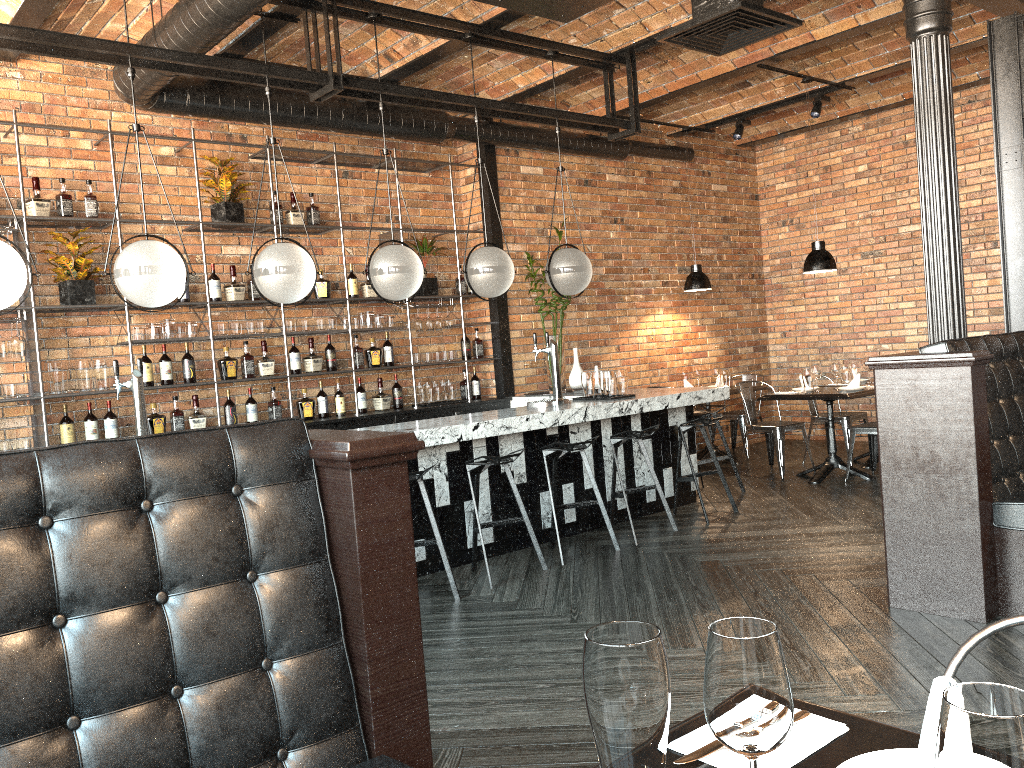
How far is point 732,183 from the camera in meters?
10.3

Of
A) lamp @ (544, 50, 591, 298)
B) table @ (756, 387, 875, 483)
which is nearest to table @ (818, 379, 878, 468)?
table @ (756, 387, 875, 483)

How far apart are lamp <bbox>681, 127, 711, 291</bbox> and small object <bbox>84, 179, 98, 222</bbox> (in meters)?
5.53

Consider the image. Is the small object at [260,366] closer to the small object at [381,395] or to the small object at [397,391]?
the small object at [381,395]

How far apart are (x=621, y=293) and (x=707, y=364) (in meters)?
1.56

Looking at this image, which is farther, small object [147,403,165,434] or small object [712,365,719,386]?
small object [712,365,719,386]

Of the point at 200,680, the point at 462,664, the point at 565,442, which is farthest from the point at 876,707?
the point at 565,442

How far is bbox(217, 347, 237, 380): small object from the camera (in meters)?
6.51

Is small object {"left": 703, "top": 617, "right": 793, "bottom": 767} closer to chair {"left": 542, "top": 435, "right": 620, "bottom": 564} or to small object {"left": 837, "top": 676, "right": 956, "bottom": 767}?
small object {"left": 837, "top": 676, "right": 956, "bottom": 767}

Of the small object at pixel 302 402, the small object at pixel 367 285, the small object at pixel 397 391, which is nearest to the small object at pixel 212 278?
the small object at pixel 302 402
